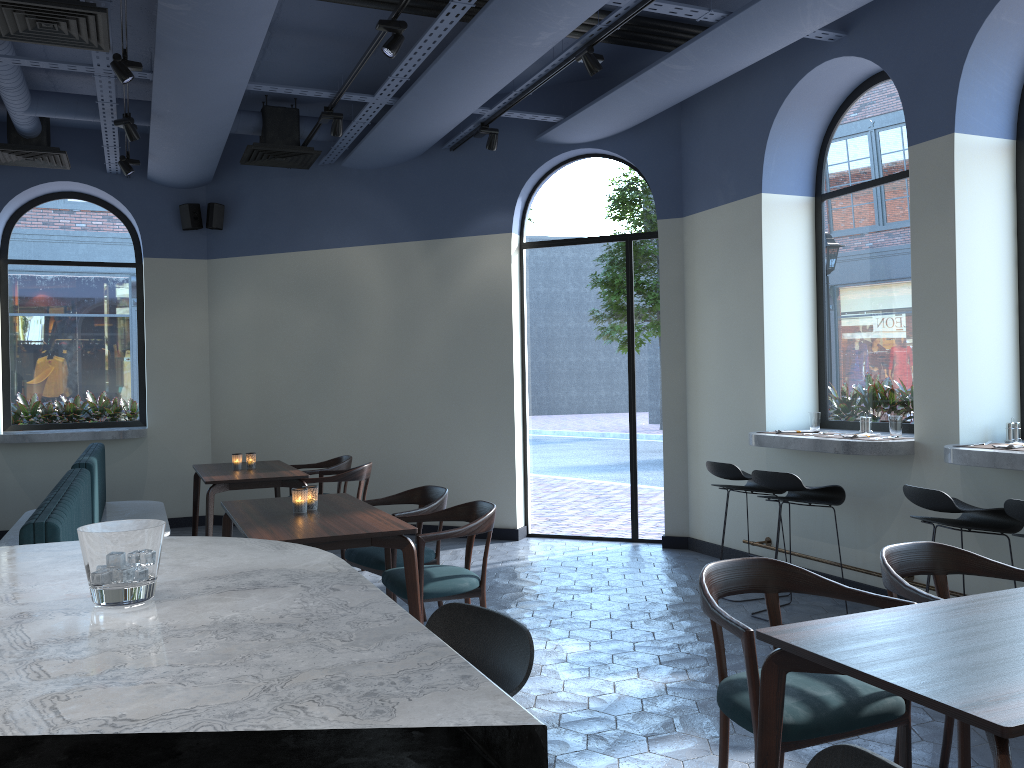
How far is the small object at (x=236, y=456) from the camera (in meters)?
6.77

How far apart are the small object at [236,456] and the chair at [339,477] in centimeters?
64cm

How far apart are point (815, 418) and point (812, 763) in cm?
524

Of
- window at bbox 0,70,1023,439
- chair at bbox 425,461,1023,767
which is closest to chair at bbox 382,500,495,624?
chair at bbox 425,461,1023,767

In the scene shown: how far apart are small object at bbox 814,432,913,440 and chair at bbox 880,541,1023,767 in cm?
231

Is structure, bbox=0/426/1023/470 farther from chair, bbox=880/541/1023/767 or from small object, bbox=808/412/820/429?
chair, bbox=880/541/1023/767

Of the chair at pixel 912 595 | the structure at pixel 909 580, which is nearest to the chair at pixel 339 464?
the structure at pixel 909 580

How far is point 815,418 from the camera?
6.04m

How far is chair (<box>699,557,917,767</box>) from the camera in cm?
238

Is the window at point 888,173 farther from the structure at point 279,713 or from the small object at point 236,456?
the structure at point 279,713
